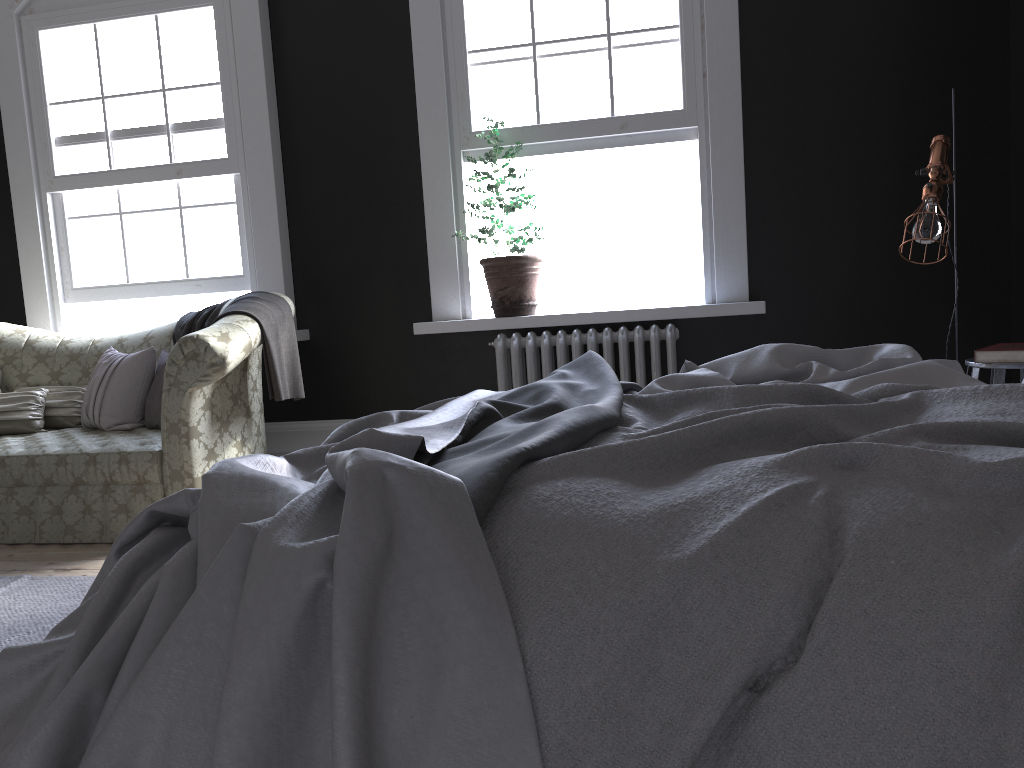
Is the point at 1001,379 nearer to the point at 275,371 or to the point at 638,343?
the point at 638,343

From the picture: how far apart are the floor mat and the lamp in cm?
342

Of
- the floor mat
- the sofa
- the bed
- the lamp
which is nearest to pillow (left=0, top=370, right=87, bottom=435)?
the sofa

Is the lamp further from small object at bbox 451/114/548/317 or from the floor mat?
the floor mat

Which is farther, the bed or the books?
the books

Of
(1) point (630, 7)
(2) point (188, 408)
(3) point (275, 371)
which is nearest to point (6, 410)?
(2) point (188, 408)

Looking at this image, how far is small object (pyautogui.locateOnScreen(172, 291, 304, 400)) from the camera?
4.3 meters

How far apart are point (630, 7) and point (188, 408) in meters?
3.2 m

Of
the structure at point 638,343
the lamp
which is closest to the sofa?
the structure at point 638,343

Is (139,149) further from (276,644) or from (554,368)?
(276,644)
